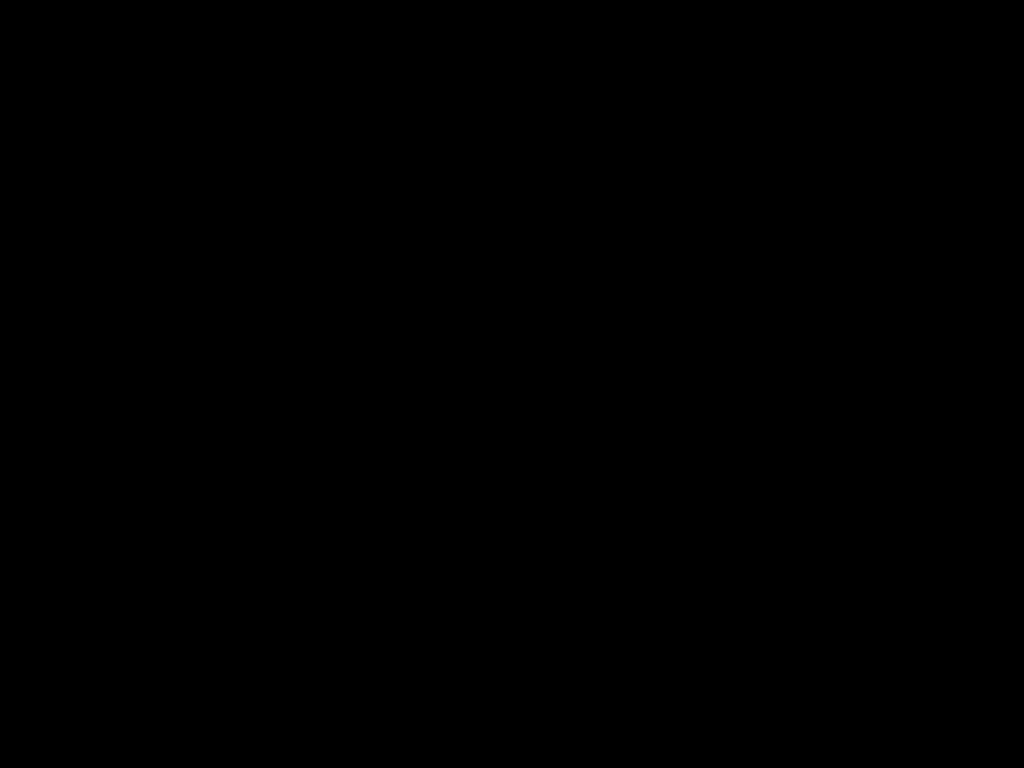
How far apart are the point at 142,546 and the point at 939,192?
0.3m
